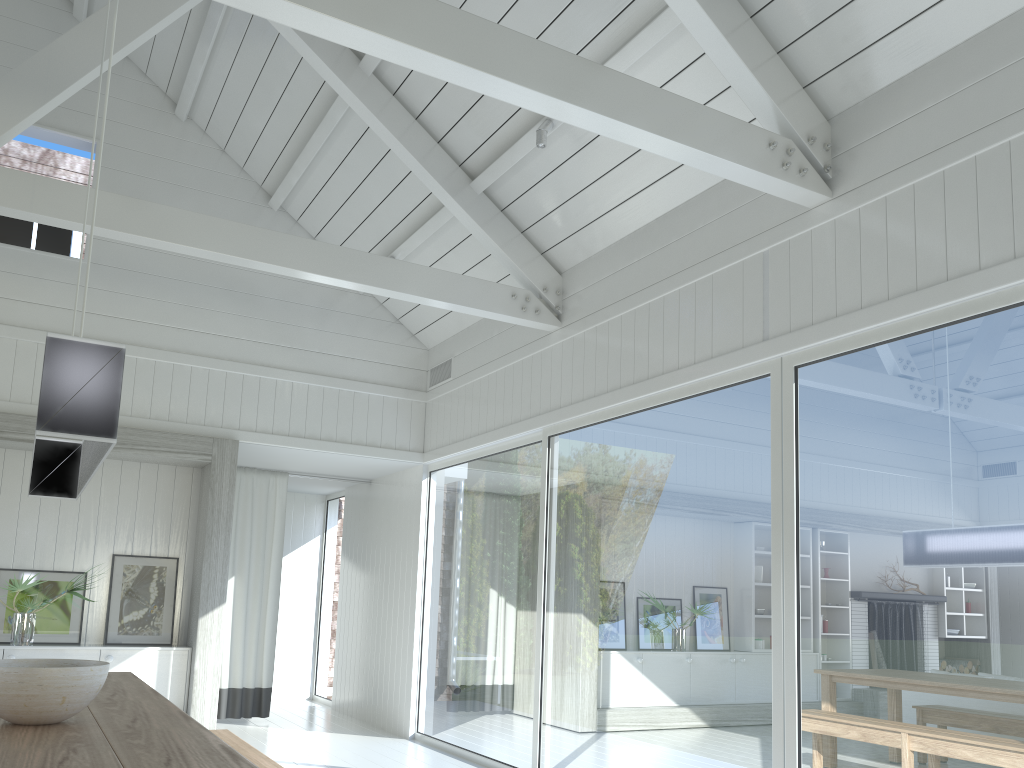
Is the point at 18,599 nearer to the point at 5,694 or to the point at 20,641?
the point at 20,641

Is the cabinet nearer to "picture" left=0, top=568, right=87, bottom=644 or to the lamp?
"picture" left=0, top=568, right=87, bottom=644

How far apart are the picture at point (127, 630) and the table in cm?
264

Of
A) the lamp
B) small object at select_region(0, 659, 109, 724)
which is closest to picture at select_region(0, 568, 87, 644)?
the lamp

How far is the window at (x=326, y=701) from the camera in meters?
9.6

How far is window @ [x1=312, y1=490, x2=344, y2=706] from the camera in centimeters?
959cm

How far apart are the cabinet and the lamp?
2.9 meters

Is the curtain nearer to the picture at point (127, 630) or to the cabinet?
the picture at point (127, 630)

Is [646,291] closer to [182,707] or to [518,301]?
[518,301]

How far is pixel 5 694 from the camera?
2.6 meters
